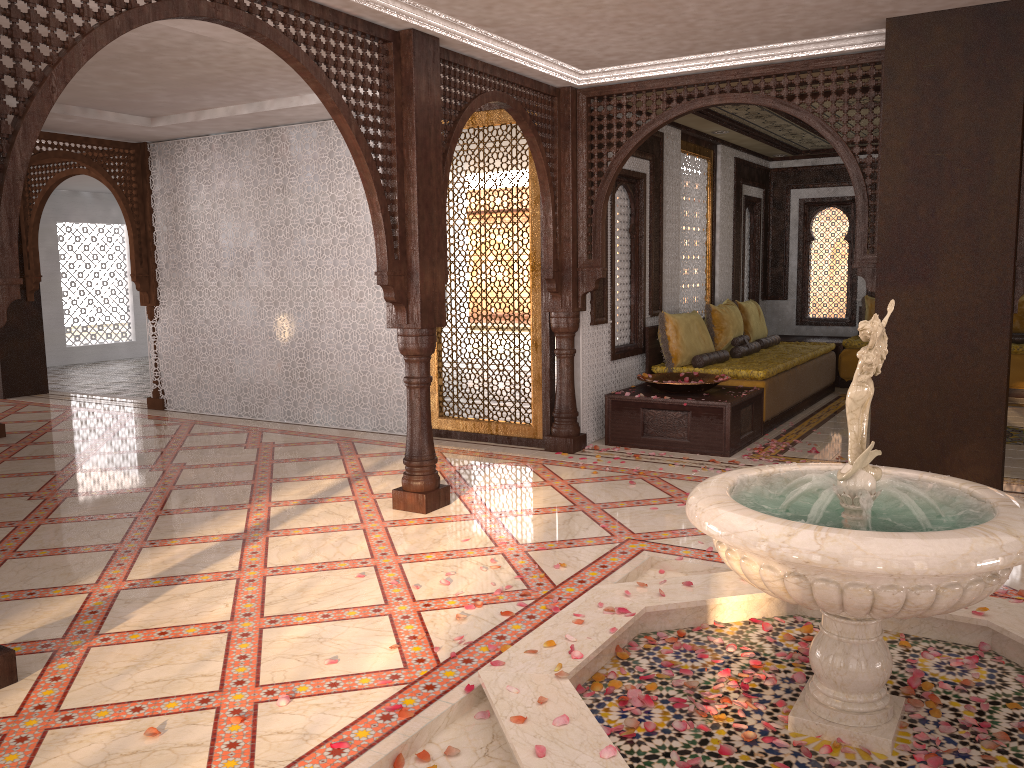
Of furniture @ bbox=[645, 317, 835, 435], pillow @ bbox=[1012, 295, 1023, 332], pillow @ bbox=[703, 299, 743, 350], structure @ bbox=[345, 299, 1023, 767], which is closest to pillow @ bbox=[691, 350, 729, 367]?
furniture @ bbox=[645, 317, 835, 435]

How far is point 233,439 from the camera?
7.8 meters

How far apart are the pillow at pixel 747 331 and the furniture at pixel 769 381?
0.2m

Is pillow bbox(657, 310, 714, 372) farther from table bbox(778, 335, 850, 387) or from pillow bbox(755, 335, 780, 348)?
table bbox(778, 335, 850, 387)

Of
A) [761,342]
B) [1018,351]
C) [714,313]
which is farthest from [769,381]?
[1018,351]

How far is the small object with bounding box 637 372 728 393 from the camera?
7.1m

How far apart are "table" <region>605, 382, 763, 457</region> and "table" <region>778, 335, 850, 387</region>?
3.5 meters

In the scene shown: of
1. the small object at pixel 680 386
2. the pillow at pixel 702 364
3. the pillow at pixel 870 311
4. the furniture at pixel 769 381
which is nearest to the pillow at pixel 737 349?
the furniture at pixel 769 381

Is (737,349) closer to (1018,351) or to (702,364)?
(702,364)

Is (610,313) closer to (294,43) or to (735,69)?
(735,69)
